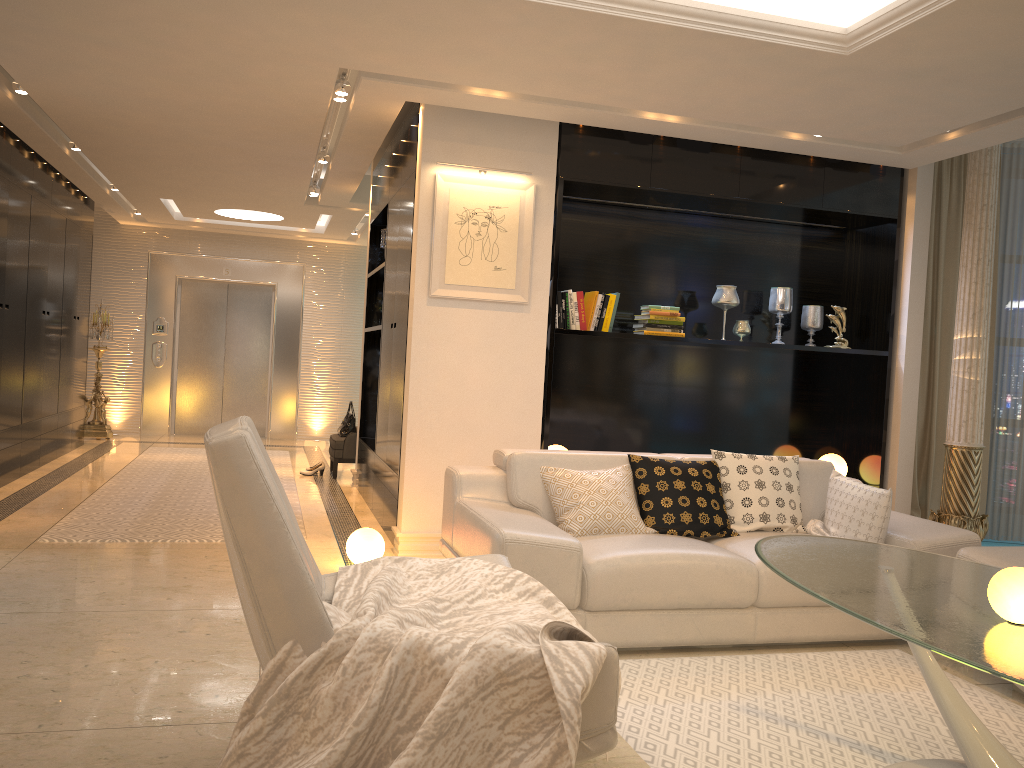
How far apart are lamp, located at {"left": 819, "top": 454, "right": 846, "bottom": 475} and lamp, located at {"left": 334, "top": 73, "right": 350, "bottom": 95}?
4.1 meters

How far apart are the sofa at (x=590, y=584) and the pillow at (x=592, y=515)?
0.0m

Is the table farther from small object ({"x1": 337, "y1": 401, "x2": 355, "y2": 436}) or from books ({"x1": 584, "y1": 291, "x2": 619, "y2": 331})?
small object ({"x1": 337, "y1": 401, "x2": 355, "y2": 436})

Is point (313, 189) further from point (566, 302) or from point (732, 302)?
point (732, 302)

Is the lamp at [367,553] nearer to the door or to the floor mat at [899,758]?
the floor mat at [899,758]

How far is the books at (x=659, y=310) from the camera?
5.8m

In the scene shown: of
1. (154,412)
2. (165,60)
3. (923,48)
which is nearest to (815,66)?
(923,48)

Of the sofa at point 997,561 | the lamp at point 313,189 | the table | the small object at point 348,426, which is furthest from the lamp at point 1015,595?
the lamp at point 313,189

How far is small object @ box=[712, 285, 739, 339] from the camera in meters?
6.0 m

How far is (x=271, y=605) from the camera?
2.0 meters
